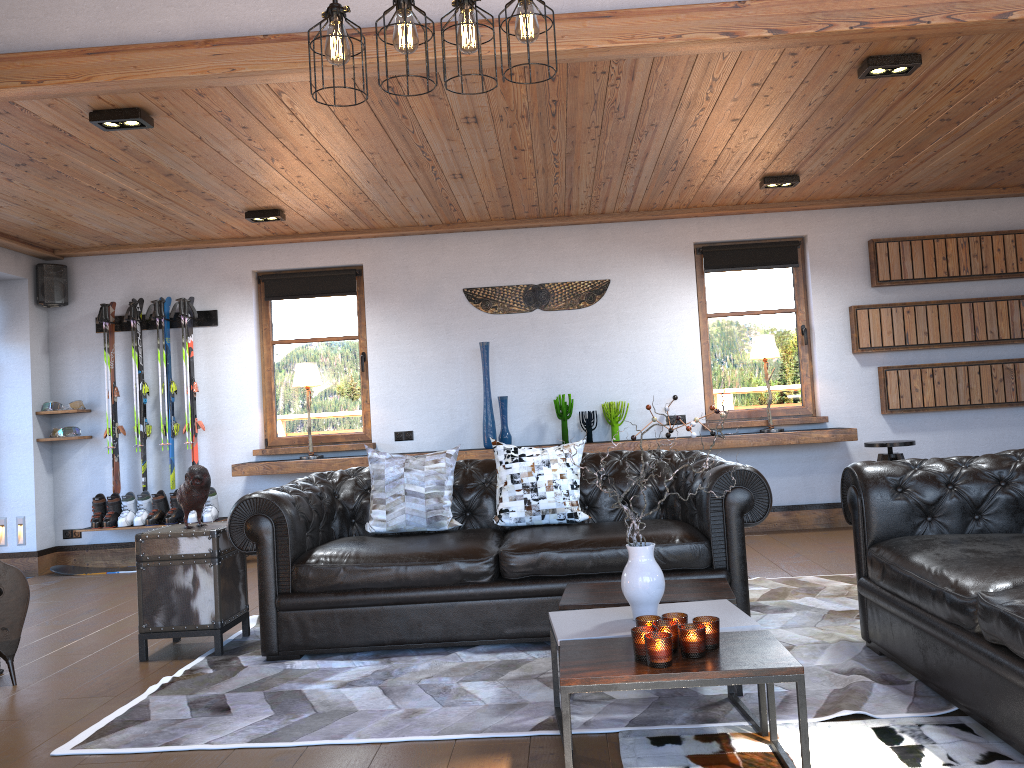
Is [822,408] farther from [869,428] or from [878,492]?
[878,492]

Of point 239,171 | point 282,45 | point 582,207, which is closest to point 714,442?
point 282,45

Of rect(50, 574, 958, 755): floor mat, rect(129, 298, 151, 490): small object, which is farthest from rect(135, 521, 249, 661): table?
rect(129, 298, 151, 490): small object

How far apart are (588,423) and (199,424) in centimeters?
324cm

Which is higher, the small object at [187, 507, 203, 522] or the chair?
the chair

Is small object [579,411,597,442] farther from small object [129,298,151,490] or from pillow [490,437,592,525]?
small object [129,298,151,490]

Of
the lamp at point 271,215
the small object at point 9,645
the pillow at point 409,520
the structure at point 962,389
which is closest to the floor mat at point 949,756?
the pillow at point 409,520

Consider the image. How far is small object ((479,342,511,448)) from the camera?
7.1 meters

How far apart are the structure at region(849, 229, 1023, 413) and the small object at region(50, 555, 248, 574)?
6.2 meters

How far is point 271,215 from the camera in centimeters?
654cm
